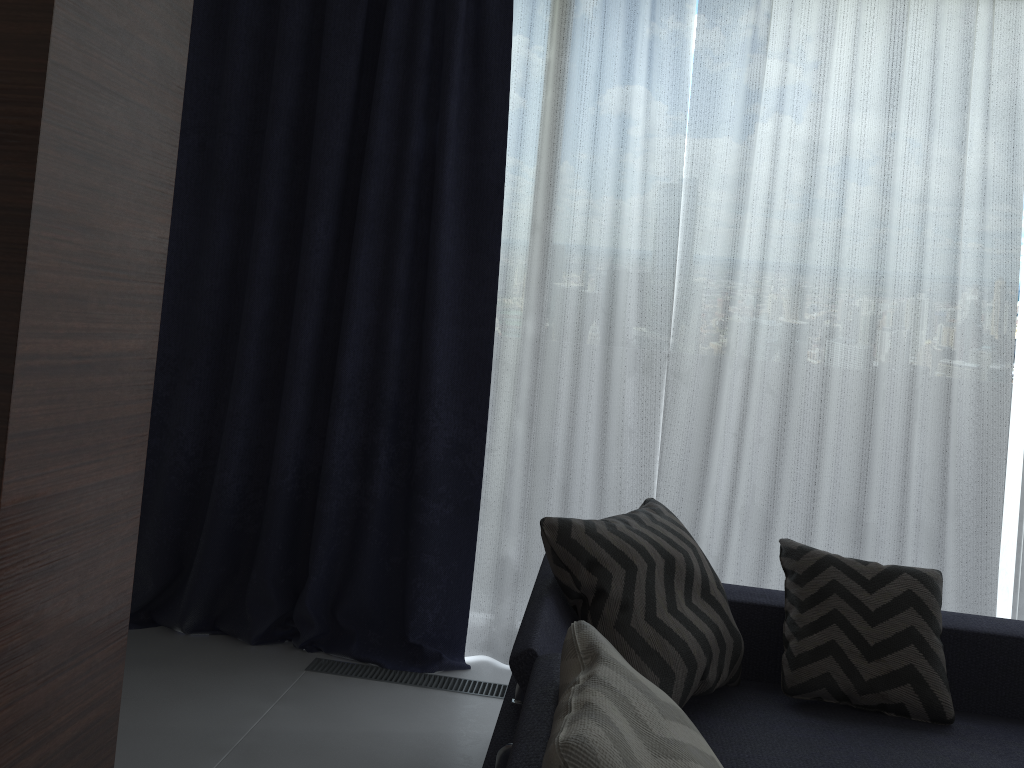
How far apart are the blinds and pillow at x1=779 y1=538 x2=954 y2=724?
0.58m

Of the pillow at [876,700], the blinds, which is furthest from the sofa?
the blinds

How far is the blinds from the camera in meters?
2.9

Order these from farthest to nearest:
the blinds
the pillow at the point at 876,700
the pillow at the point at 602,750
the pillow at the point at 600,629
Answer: the blinds → the pillow at the point at 876,700 → the pillow at the point at 600,629 → the pillow at the point at 602,750

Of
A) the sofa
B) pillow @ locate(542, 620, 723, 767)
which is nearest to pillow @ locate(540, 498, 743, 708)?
the sofa

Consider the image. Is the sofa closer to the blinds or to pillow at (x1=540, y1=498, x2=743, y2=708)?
pillow at (x1=540, y1=498, x2=743, y2=708)

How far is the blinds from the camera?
2.91m

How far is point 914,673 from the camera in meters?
2.1 m

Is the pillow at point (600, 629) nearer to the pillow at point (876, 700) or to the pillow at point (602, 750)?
the pillow at point (876, 700)

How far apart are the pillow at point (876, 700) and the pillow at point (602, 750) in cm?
98
